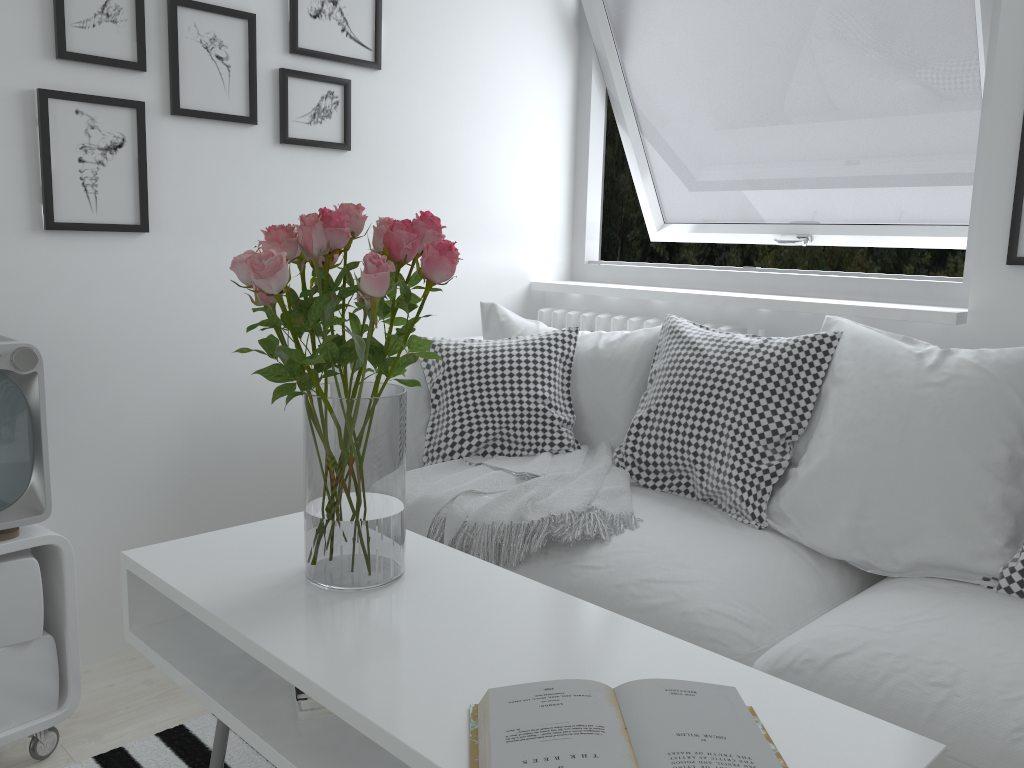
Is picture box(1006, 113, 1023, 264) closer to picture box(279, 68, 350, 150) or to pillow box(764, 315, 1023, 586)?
pillow box(764, 315, 1023, 586)

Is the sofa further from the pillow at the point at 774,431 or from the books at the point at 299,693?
the books at the point at 299,693

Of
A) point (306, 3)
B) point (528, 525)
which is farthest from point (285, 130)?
point (528, 525)

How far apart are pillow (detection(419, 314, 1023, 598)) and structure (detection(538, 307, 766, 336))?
0.2m

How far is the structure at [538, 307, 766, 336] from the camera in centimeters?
273cm

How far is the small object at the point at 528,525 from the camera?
1.90m

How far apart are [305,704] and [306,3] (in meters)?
1.86

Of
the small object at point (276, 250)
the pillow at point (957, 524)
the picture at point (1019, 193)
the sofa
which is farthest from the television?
the picture at point (1019, 193)

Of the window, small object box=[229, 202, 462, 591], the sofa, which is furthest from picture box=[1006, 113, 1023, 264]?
small object box=[229, 202, 462, 591]

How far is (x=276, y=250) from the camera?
1.3m
